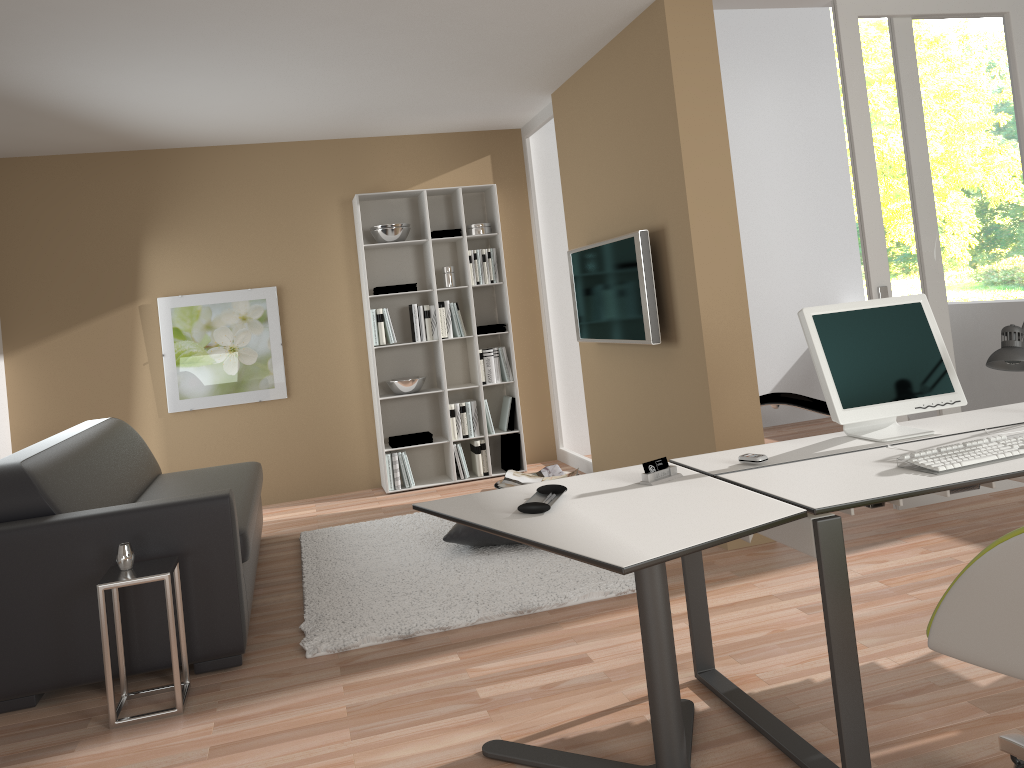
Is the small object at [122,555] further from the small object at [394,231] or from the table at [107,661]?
the small object at [394,231]

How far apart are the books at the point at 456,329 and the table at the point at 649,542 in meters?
3.8 m

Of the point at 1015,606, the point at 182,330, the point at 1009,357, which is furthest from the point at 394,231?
the point at 1015,606

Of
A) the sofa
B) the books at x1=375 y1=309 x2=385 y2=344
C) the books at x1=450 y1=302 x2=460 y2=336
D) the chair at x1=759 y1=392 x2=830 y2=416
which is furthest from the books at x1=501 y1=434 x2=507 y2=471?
the sofa

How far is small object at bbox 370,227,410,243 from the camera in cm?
629

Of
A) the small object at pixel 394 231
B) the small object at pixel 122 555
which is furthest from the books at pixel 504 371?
the small object at pixel 122 555

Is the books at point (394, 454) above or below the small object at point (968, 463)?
below

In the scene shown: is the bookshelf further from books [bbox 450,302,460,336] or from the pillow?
the pillow

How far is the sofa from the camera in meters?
3.2 m

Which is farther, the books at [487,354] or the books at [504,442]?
the books at [504,442]
